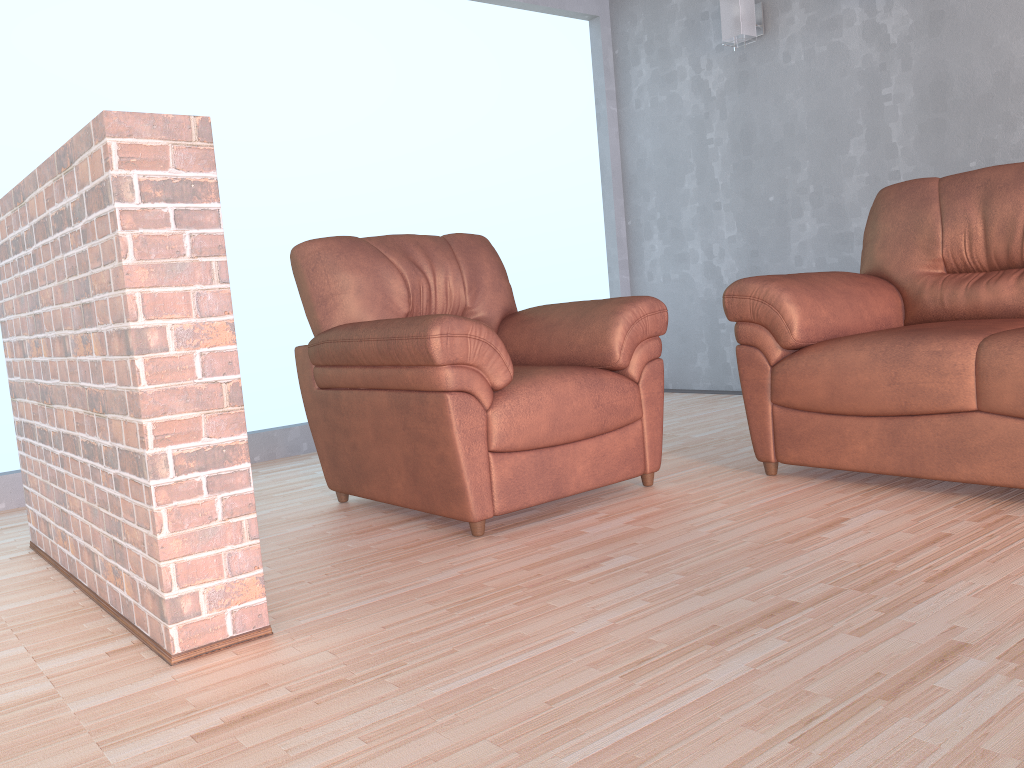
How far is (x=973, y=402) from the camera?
2.35m

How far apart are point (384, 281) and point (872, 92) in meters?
2.7

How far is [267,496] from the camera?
3.3 meters

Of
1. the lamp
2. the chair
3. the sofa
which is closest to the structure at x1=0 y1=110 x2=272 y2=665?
the chair

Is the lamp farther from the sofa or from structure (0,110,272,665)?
structure (0,110,272,665)

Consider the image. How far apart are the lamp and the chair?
2.14m

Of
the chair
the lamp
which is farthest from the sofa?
the lamp

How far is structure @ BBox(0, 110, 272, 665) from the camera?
1.68m

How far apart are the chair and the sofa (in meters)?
0.22

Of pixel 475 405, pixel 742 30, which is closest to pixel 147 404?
pixel 475 405
